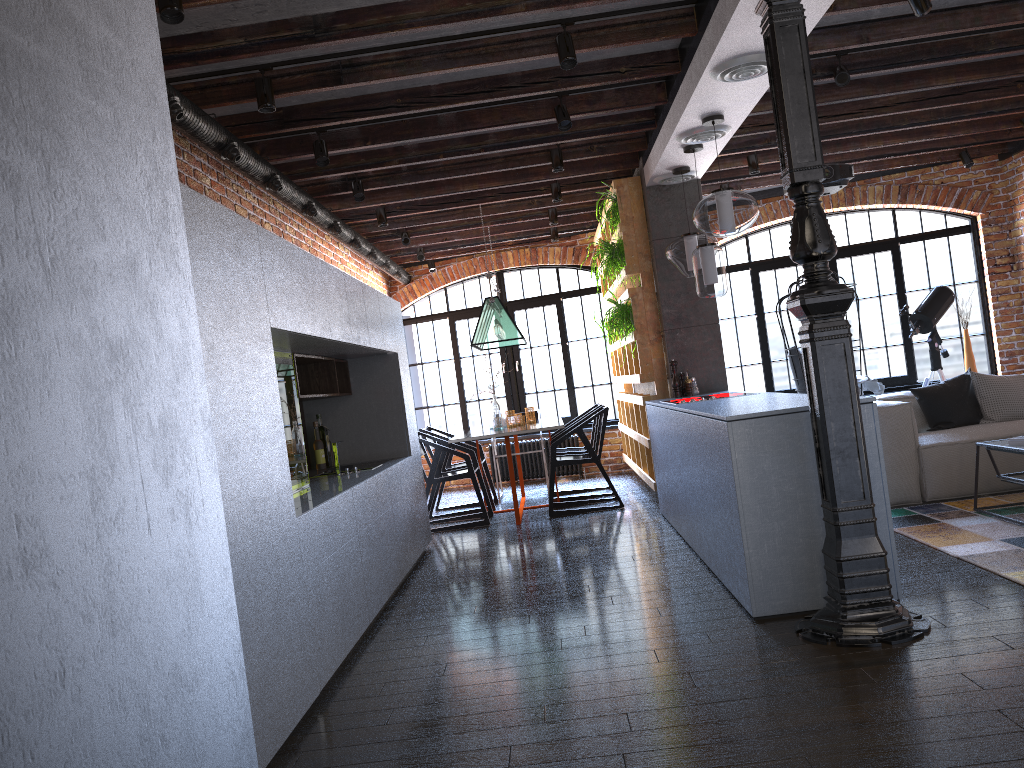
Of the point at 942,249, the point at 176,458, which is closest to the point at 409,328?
the point at 176,458

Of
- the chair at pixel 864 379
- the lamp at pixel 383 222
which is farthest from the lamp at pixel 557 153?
the chair at pixel 864 379

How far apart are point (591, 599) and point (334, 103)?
2.9 meters

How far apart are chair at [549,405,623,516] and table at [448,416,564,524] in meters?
0.1 m

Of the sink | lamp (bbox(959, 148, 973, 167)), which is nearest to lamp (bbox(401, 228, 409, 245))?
the sink

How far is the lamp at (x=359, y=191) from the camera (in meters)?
6.14

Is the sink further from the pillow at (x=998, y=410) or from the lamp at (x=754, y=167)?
the pillow at (x=998, y=410)

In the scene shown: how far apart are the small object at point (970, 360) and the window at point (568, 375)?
3.5 meters

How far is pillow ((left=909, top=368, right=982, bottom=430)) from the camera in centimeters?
608cm

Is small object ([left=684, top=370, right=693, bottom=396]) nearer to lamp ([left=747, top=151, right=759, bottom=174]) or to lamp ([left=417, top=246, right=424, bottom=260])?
lamp ([left=747, top=151, right=759, bottom=174])
